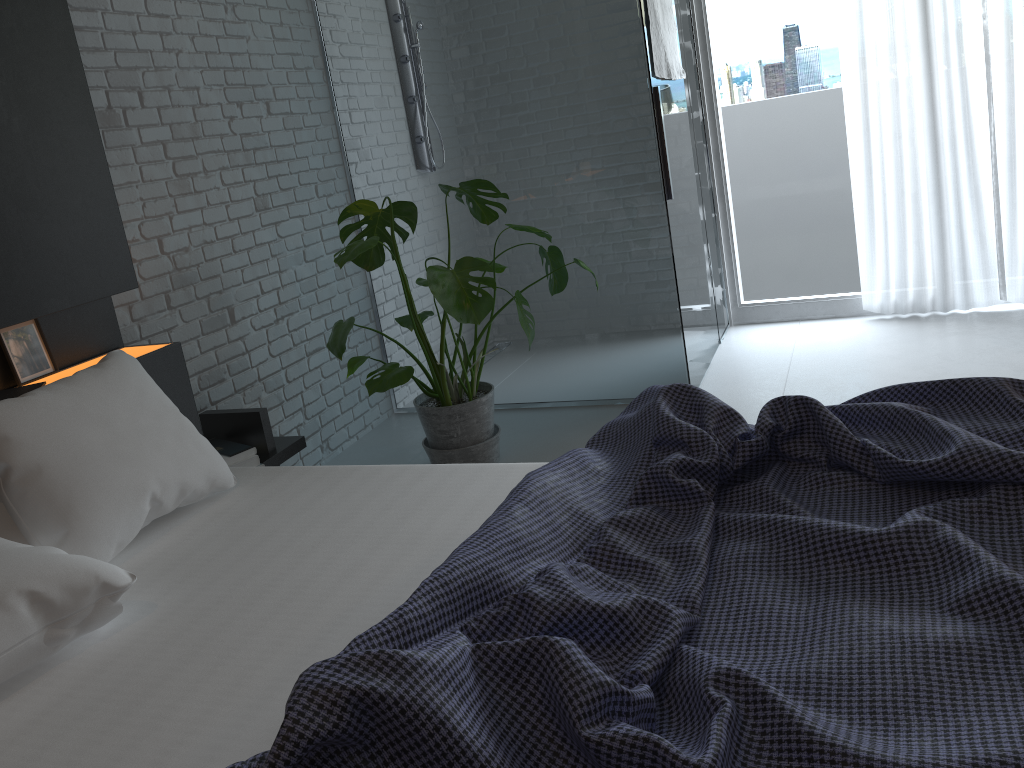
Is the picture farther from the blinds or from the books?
the blinds

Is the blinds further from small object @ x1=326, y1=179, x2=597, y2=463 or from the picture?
the picture

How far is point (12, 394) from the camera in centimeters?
213cm

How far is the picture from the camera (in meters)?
2.25

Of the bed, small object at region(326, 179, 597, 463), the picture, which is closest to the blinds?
small object at region(326, 179, 597, 463)

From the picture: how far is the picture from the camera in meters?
2.3 m

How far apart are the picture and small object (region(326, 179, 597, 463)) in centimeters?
89cm

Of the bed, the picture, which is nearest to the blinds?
the bed

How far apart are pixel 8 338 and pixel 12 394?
0.20m

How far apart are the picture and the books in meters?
0.1 m
